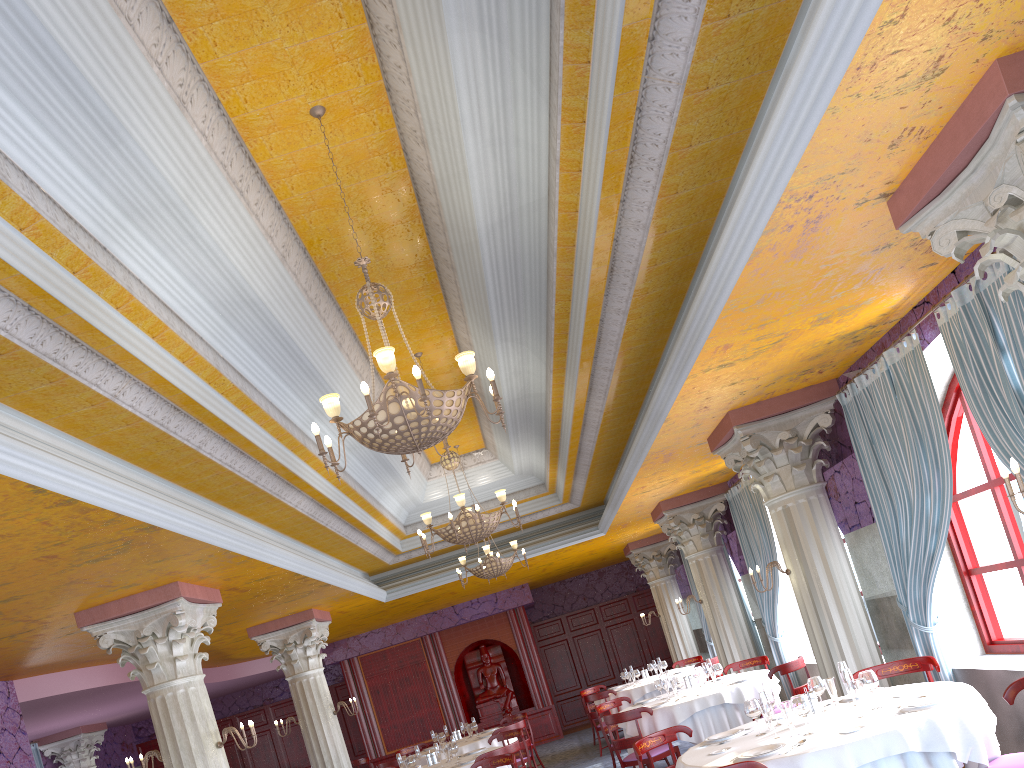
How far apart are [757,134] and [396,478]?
8.0m

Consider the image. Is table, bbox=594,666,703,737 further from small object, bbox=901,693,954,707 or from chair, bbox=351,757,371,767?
small object, bbox=901,693,954,707

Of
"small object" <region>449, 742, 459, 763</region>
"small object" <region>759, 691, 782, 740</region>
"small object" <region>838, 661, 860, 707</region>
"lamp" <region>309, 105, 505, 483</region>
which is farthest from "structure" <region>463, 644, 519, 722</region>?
"lamp" <region>309, 105, 505, 483</region>

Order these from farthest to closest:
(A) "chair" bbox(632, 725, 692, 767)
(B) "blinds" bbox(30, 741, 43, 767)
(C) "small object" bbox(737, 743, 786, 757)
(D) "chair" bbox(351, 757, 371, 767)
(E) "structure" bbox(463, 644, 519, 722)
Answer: (E) "structure" bbox(463, 644, 519, 722)
(B) "blinds" bbox(30, 741, 43, 767)
(D) "chair" bbox(351, 757, 371, 767)
(A) "chair" bbox(632, 725, 692, 767)
(C) "small object" bbox(737, 743, 786, 757)

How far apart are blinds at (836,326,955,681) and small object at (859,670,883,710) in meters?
1.7 m

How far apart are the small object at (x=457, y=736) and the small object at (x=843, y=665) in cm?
906

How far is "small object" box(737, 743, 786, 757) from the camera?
5.1 meters

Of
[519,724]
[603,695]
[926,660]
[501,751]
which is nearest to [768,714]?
[926,660]

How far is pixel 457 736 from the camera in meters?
13.6 m

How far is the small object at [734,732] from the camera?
6.1 meters
